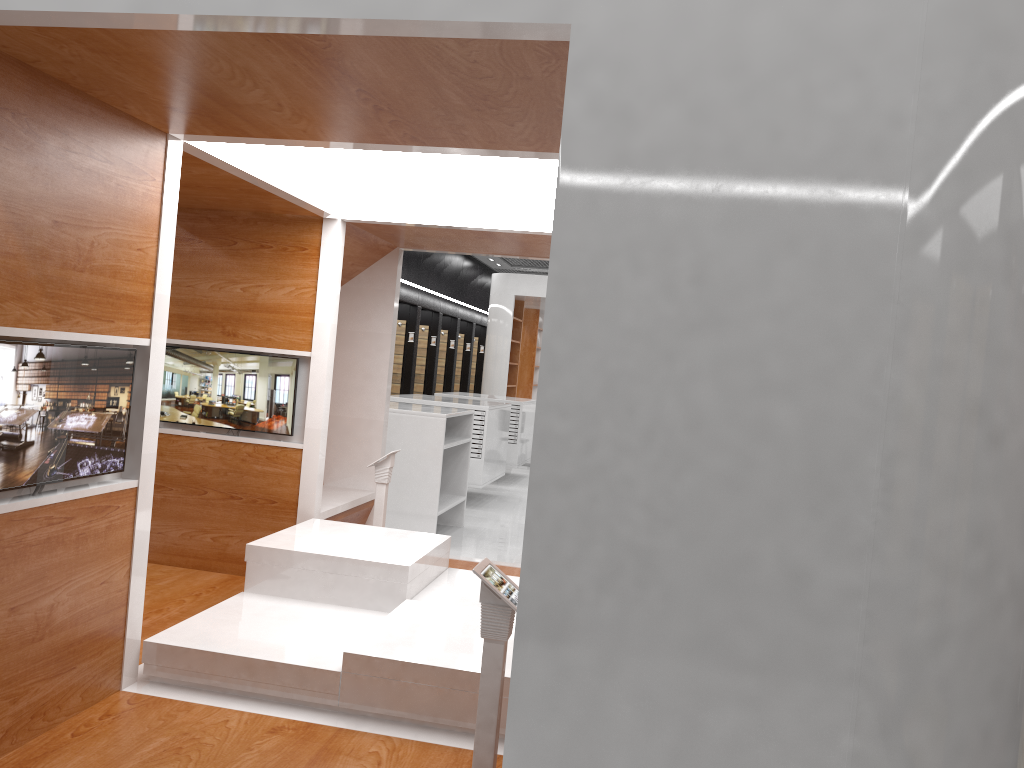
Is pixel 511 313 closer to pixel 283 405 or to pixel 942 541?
pixel 283 405

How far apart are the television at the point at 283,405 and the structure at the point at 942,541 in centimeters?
4cm

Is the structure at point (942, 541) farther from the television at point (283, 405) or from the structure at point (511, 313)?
the structure at point (511, 313)

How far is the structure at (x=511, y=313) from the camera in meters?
15.5

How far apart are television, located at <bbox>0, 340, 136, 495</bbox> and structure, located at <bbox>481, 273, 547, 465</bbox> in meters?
12.2 m

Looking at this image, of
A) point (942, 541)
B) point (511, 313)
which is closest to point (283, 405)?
point (942, 541)

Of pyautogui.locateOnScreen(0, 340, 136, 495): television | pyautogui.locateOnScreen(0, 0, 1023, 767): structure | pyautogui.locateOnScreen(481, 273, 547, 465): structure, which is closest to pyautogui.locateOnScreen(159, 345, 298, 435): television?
pyautogui.locateOnScreen(0, 0, 1023, 767): structure

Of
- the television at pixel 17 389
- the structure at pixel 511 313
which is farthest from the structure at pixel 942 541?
the structure at pixel 511 313

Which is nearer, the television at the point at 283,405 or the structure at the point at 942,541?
the structure at the point at 942,541

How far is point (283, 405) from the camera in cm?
538
